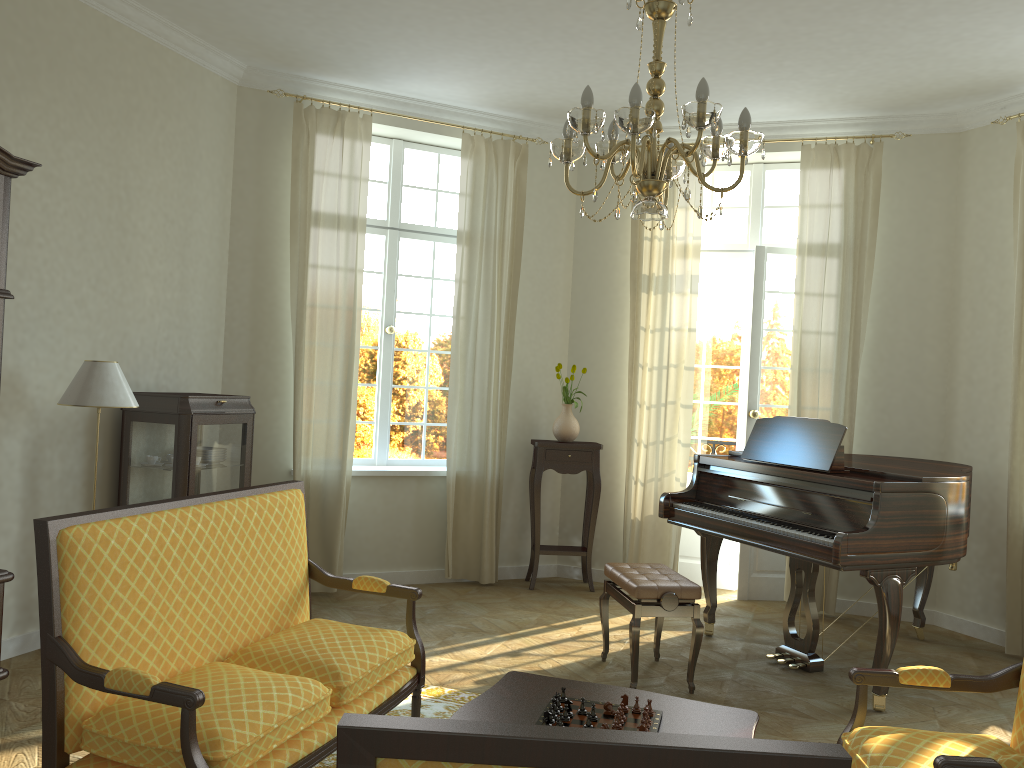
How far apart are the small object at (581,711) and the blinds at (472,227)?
3.9m

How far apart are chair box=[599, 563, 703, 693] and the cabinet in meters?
2.3 m

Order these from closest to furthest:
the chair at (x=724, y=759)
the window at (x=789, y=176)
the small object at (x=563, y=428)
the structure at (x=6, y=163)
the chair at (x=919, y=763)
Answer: the chair at (x=724, y=759), the chair at (x=919, y=763), the structure at (x=6, y=163), the small object at (x=563, y=428), the window at (x=789, y=176)

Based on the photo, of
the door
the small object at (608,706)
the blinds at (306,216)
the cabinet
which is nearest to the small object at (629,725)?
the small object at (608,706)

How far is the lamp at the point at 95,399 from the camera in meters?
4.3

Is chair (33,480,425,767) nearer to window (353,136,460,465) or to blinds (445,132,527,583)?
blinds (445,132,527,583)

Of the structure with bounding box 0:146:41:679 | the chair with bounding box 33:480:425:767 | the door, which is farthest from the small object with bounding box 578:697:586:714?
the door

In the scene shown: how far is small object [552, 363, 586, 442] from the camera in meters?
6.8 m

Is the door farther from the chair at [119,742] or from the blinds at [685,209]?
the chair at [119,742]

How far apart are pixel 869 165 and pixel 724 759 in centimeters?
599cm
